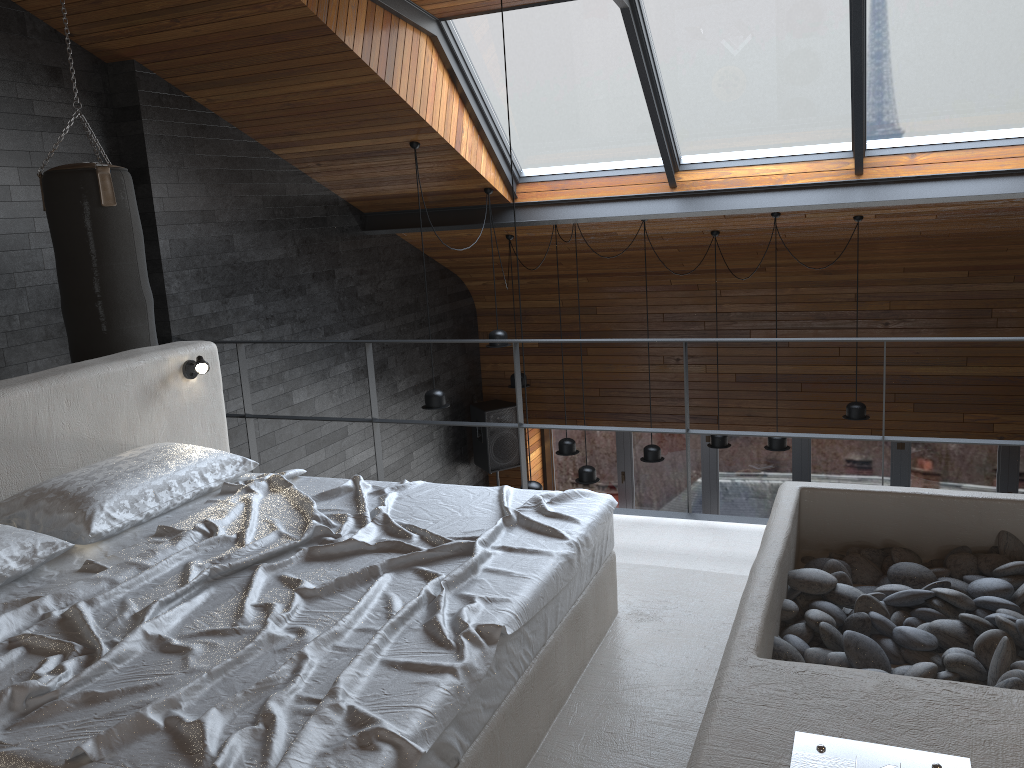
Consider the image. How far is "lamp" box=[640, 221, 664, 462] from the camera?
7.56m

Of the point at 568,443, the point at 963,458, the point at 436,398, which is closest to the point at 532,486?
the point at 436,398

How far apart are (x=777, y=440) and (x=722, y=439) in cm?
61

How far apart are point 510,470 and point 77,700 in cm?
832

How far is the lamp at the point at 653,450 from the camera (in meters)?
7.56

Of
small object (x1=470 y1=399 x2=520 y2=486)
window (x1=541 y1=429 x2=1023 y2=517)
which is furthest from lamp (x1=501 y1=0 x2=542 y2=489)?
window (x1=541 y1=429 x2=1023 y2=517)

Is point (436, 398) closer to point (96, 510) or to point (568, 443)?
point (568, 443)

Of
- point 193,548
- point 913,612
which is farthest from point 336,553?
point 913,612

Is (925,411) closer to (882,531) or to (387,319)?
(387,319)

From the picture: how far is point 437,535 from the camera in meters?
2.7
